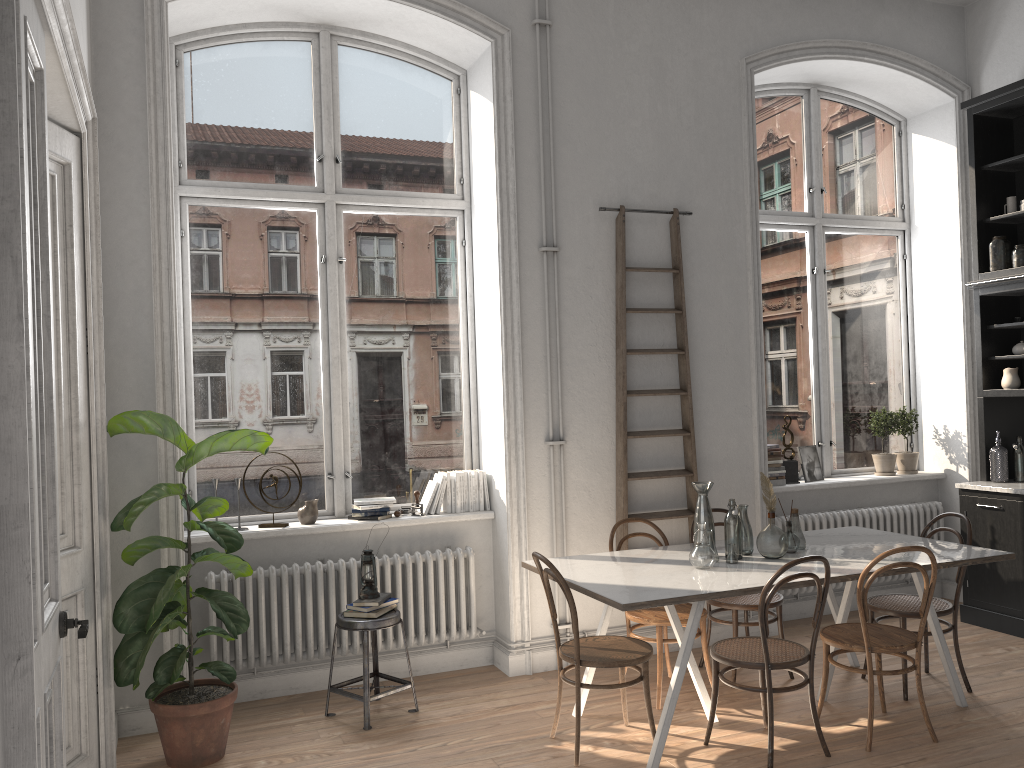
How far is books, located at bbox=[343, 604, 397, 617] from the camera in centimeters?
455cm

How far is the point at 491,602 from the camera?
5.45m

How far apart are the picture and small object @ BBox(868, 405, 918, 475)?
0.5 meters

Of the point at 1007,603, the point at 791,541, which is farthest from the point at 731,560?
the point at 1007,603

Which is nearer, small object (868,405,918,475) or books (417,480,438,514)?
books (417,480,438,514)

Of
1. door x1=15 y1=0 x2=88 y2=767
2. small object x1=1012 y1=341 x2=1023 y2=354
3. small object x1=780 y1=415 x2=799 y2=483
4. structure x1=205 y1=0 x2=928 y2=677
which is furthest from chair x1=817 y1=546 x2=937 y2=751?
door x1=15 y1=0 x2=88 y2=767

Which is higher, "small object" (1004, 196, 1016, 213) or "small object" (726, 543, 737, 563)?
"small object" (1004, 196, 1016, 213)

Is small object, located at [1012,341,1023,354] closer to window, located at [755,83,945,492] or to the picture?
window, located at [755,83,945,492]

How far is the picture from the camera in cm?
640

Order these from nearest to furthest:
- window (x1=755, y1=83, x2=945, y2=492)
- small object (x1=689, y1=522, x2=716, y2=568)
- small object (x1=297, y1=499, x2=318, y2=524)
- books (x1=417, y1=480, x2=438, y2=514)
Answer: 1. small object (x1=689, y1=522, x2=716, y2=568)
2. small object (x1=297, y1=499, x2=318, y2=524)
3. books (x1=417, y1=480, x2=438, y2=514)
4. window (x1=755, y1=83, x2=945, y2=492)
